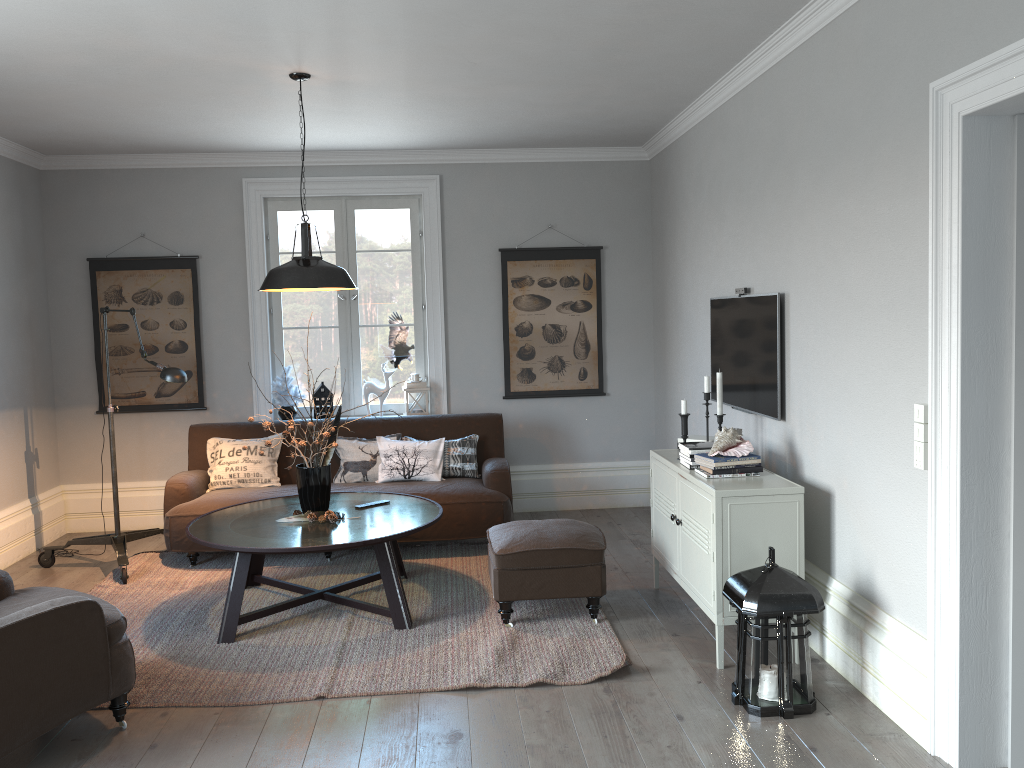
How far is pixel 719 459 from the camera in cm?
392

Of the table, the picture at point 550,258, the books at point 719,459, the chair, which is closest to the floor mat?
the table

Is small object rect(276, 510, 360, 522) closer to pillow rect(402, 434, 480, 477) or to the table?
the table

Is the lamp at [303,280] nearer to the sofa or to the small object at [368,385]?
the sofa

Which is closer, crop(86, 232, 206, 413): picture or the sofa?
the sofa

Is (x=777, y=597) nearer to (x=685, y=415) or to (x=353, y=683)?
(x=685, y=415)

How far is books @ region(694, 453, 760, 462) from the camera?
3.9m

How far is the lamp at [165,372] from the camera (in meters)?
5.08

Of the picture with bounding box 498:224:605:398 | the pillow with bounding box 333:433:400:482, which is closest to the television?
the picture with bounding box 498:224:605:398

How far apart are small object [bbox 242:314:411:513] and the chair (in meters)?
1.18
